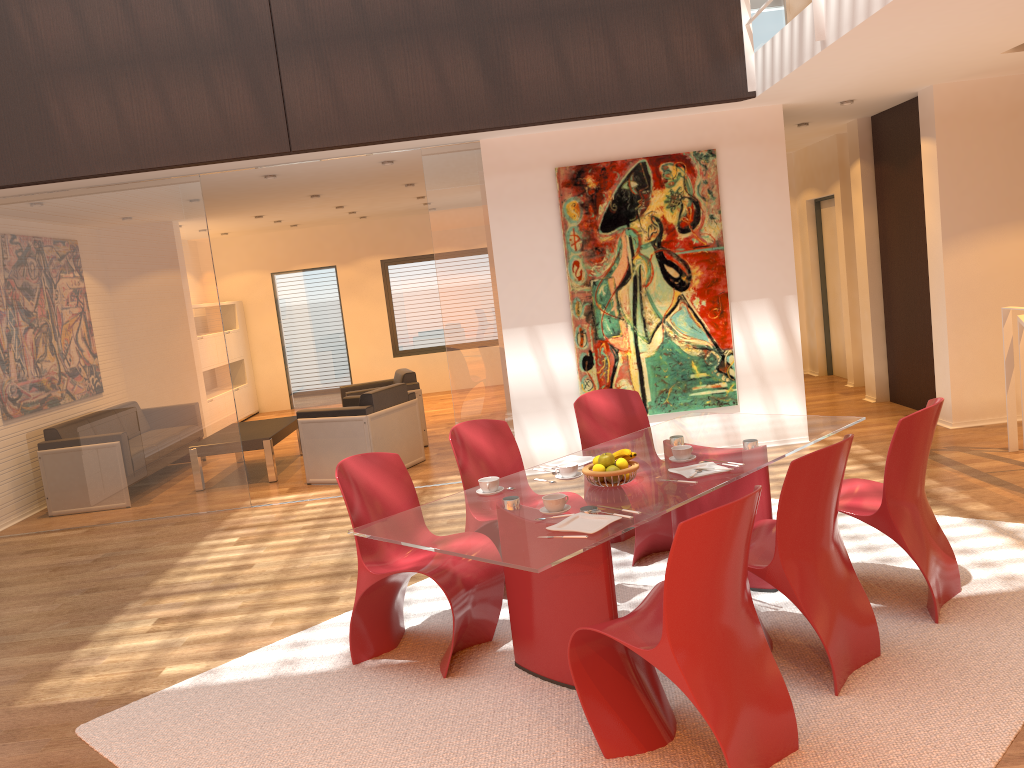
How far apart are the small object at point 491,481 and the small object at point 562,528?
0.6m

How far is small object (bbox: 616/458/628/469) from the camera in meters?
3.6

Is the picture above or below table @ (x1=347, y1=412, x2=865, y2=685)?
above

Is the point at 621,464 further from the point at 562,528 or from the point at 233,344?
the point at 233,344

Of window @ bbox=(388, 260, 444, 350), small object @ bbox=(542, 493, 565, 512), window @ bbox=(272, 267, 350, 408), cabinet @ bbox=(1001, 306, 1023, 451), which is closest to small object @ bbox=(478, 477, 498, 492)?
small object @ bbox=(542, 493, 565, 512)

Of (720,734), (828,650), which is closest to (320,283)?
(828,650)

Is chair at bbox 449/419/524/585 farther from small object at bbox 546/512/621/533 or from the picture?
the picture

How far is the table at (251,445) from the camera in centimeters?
816cm

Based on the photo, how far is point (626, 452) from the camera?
3.6 meters

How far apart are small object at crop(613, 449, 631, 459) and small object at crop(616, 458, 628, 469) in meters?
0.1
